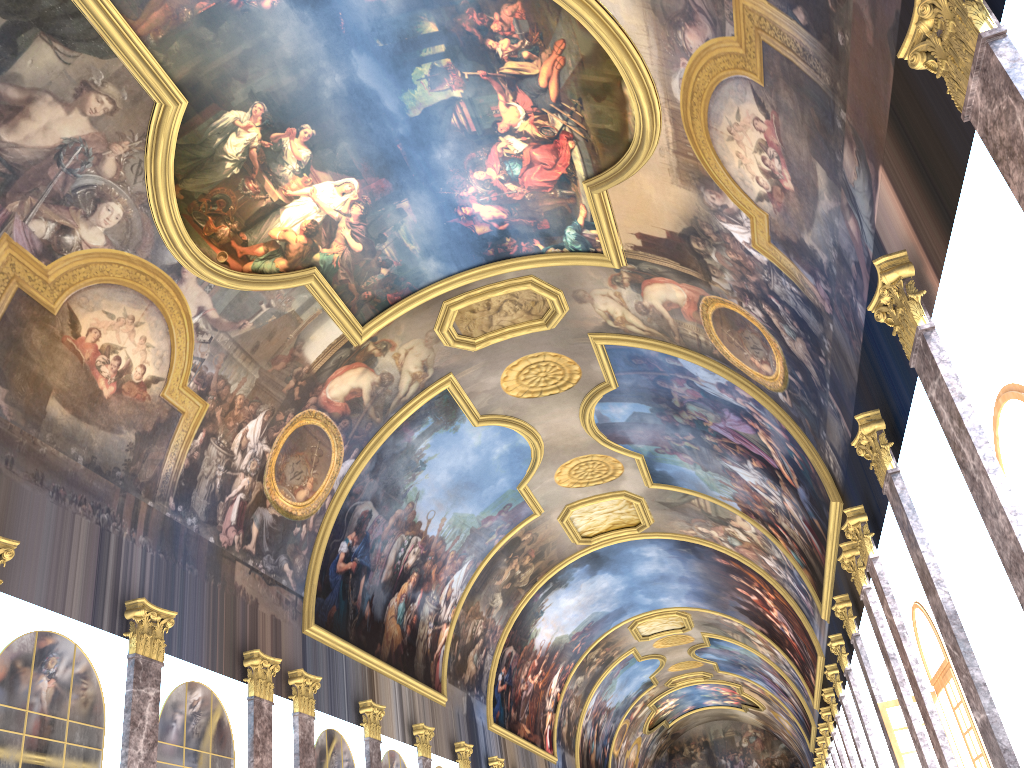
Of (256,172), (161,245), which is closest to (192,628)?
(161,245)
